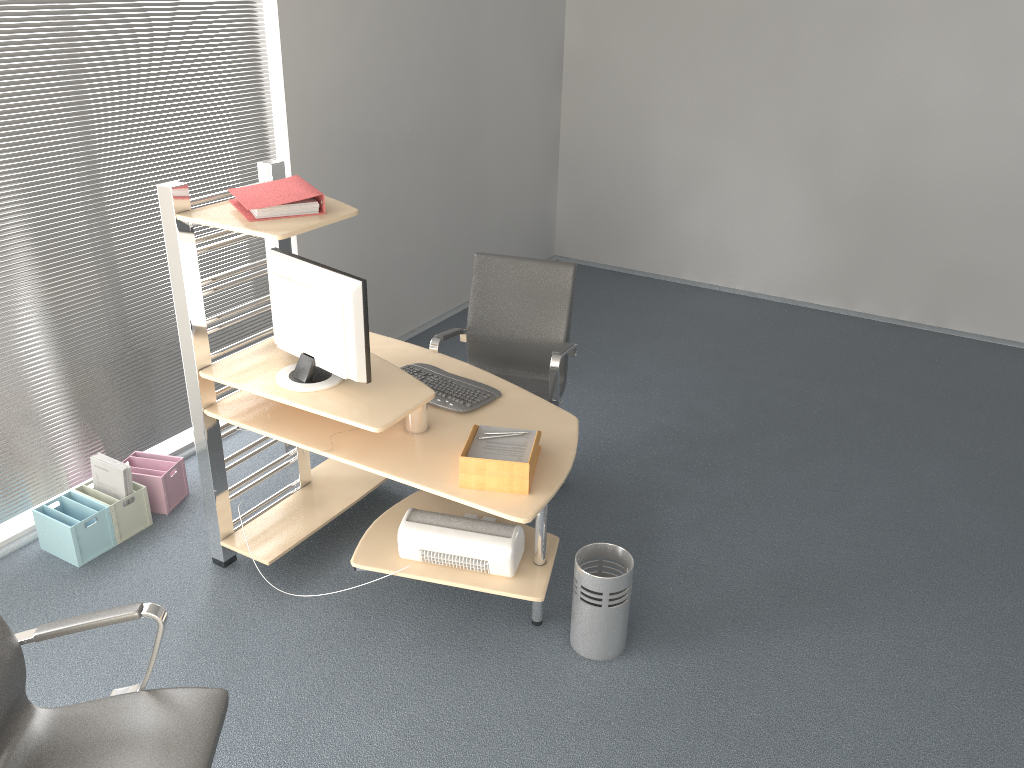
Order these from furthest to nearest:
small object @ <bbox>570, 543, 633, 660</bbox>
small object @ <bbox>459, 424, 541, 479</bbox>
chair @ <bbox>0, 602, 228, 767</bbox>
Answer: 1. small object @ <bbox>570, 543, 633, 660</bbox>
2. small object @ <bbox>459, 424, 541, 479</bbox>
3. chair @ <bbox>0, 602, 228, 767</bbox>

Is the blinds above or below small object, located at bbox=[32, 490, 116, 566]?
above

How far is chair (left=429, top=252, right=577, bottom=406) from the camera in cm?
403

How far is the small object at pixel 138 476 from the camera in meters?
3.9

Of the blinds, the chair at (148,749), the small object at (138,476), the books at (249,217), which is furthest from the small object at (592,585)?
the blinds

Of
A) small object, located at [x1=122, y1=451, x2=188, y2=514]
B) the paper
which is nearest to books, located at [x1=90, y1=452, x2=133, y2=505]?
small object, located at [x1=122, y1=451, x2=188, y2=514]

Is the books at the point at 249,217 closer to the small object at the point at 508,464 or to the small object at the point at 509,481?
the small object at the point at 508,464

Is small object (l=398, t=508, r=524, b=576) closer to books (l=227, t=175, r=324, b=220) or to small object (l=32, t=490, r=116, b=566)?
books (l=227, t=175, r=324, b=220)

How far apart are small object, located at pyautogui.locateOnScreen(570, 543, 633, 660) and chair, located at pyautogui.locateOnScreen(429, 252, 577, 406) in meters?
0.8

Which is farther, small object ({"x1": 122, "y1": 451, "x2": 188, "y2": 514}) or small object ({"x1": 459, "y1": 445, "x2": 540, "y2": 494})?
small object ({"x1": 122, "y1": 451, "x2": 188, "y2": 514})
